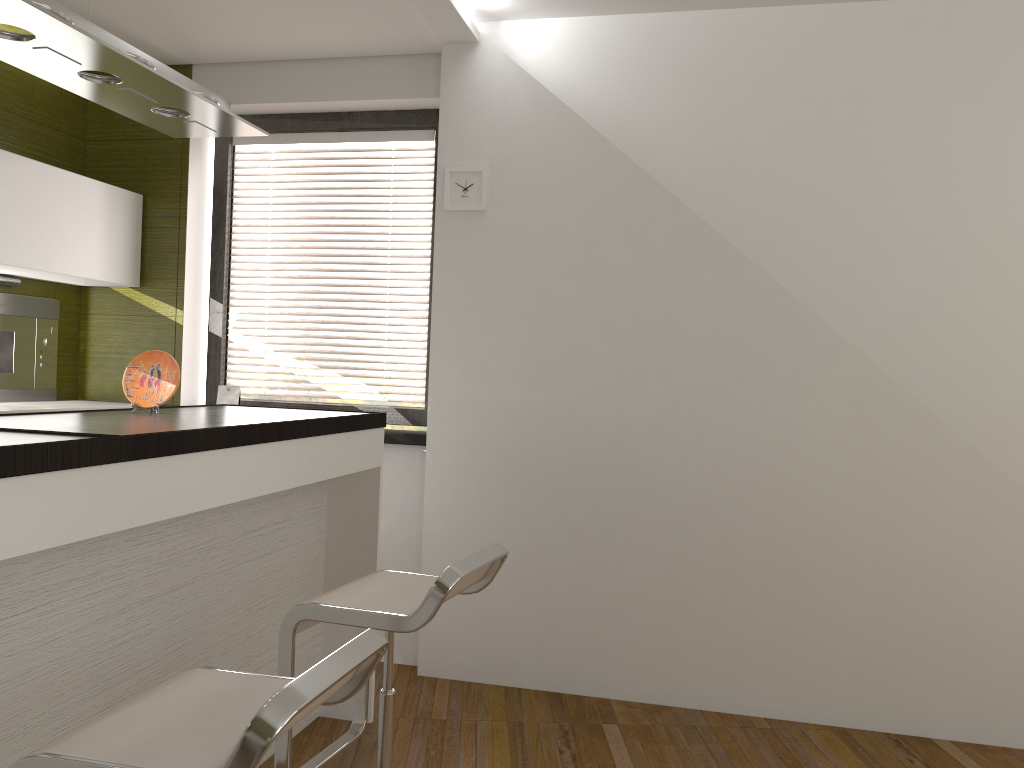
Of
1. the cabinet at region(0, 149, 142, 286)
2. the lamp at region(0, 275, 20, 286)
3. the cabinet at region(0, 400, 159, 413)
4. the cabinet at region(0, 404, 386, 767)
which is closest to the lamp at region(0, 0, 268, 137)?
the cabinet at region(0, 404, 386, 767)

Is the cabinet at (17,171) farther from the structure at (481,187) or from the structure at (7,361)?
the structure at (481,187)

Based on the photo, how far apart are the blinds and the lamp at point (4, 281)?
0.9 meters

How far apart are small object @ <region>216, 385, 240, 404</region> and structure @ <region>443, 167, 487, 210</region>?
1.3m

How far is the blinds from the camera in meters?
4.1 m

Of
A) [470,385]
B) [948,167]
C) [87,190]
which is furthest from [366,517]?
[948,167]

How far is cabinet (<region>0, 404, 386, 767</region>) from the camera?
1.73m

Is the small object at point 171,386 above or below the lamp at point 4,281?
below

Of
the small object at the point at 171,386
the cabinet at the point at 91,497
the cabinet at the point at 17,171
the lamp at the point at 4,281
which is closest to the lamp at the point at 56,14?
the small object at the point at 171,386

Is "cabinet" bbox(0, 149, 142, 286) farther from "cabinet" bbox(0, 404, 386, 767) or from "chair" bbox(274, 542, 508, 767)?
"chair" bbox(274, 542, 508, 767)
